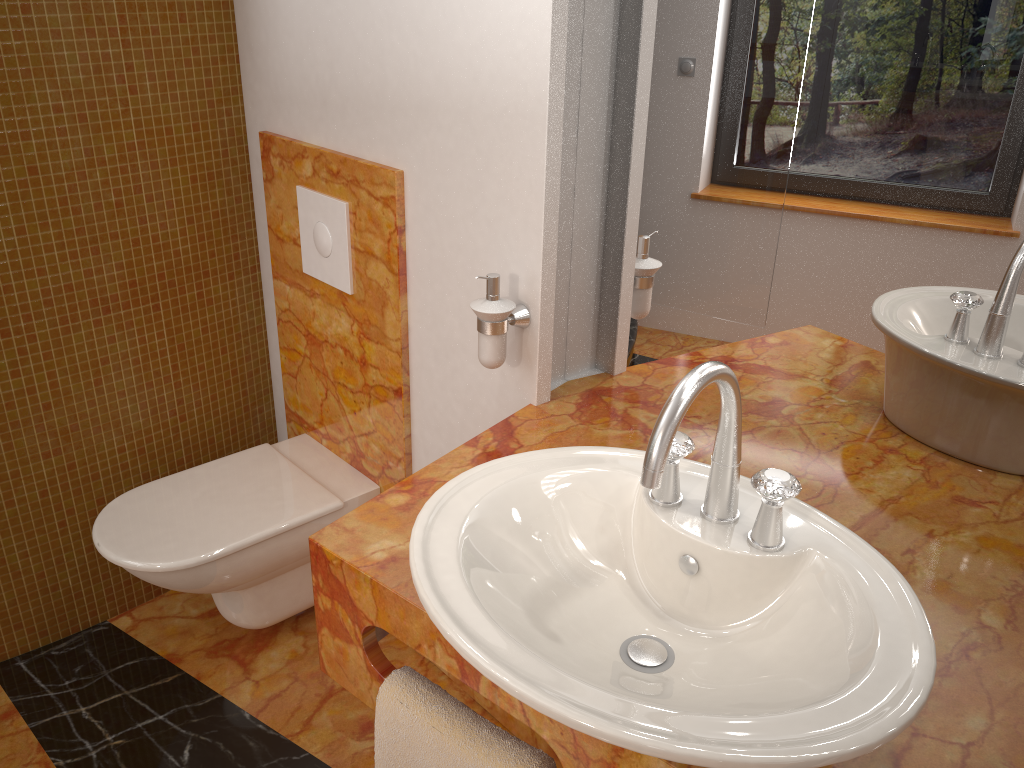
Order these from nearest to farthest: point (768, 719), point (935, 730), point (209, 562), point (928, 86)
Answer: point (768, 719), point (935, 730), point (928, 86), point (209, 562)

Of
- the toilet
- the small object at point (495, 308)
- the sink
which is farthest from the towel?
the toilet

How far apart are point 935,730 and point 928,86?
0.7m

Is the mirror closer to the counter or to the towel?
the counter

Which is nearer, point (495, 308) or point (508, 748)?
point (508, 748)

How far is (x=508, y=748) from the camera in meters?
1.1 m

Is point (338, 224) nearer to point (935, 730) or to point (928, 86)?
point (928, 86)

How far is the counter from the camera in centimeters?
92cm

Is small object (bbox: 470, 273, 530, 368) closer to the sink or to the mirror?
the mirror

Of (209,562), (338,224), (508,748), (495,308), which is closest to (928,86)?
(495,308)
